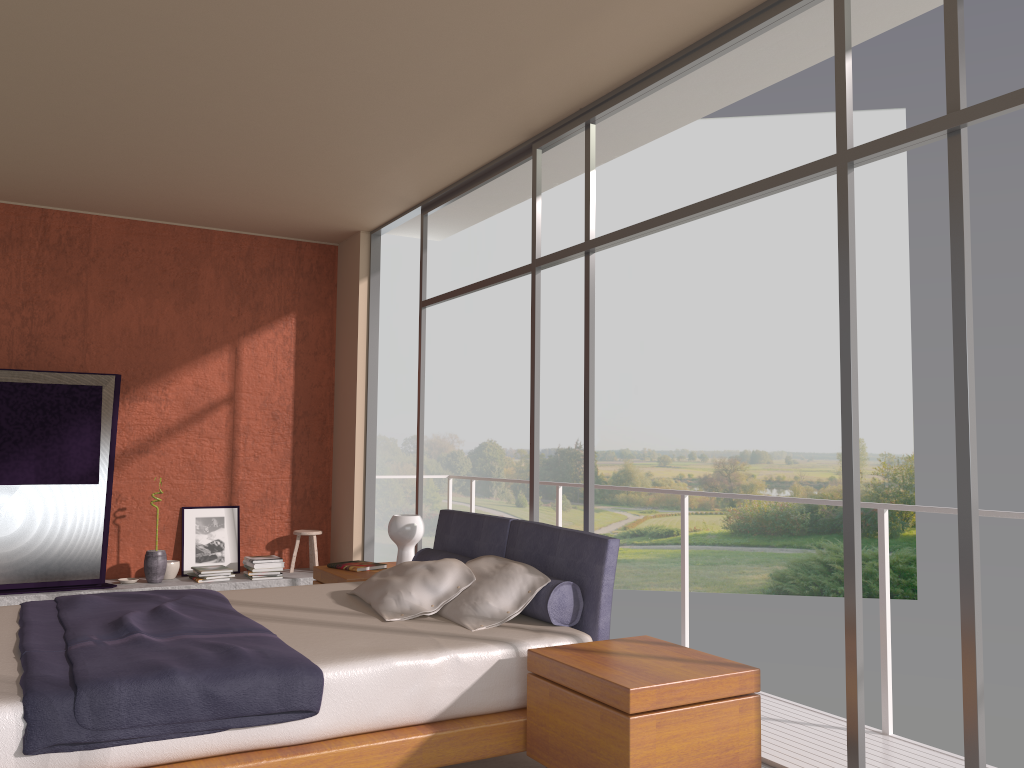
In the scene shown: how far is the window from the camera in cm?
282

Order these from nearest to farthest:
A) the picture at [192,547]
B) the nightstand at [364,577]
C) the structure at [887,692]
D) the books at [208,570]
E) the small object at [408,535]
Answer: the structure at [887,692], the nightstand at [364,577], the small object at [408,535], the books at [208,570], the picture at [192,547]

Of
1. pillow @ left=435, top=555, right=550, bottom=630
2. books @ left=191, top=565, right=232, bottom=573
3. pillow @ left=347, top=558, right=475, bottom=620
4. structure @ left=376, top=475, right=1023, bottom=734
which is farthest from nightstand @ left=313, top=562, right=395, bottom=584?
books @ left=191, top=565, right=232, bottom=573

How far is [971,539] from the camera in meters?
2.8 m

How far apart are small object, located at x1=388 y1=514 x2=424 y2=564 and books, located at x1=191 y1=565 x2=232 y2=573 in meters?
2.3

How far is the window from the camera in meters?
2.8

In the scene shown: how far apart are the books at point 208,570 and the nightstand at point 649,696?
4.32m

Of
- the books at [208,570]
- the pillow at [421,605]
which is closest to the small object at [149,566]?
the books at [208,570]

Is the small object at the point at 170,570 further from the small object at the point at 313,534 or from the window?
the window

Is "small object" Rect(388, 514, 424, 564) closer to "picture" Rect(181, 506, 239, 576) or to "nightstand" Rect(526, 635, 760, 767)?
"nightstand" Rect(526, 635, 760, 767)
